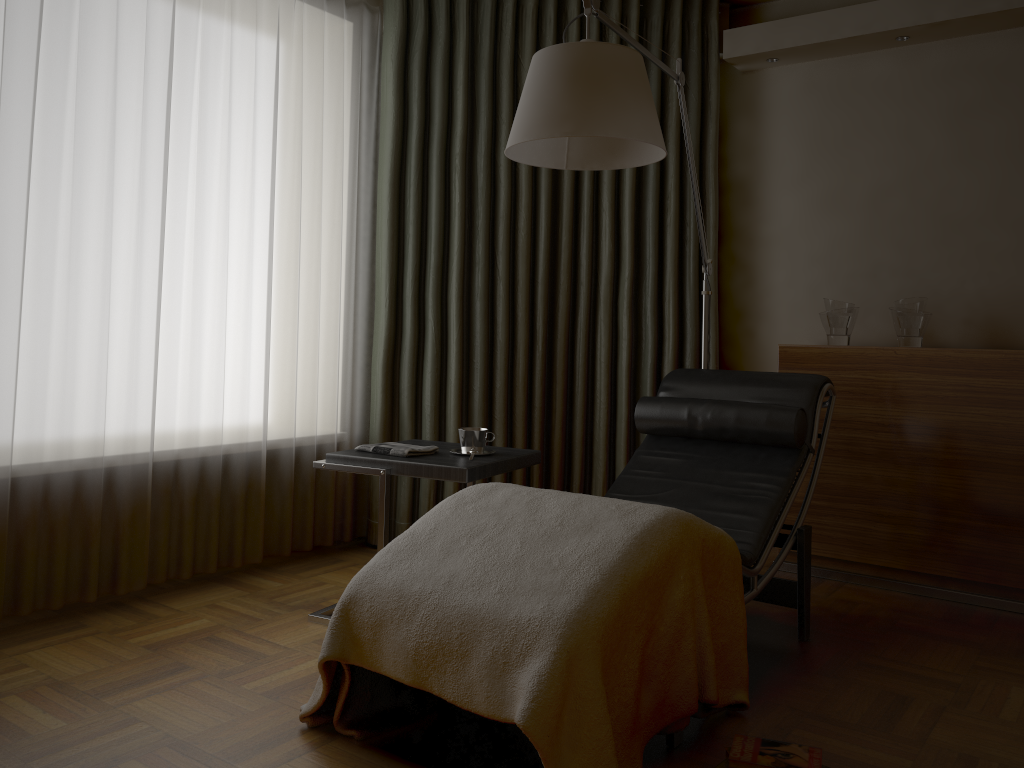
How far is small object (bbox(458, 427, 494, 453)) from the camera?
2.8m

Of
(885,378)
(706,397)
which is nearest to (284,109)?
(706,397)

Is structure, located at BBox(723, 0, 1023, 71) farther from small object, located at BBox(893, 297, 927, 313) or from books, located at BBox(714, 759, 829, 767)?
books, located at BBox(714, 759, 829, 767)

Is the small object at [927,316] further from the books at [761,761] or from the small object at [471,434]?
the books at [761,761]

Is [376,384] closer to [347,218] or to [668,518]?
[347,218]

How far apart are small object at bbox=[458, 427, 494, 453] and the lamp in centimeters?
85cm

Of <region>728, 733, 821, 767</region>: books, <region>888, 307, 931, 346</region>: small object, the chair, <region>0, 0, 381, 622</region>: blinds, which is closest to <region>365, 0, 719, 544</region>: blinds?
<region>0, 0, 381, 622</region>: blinds

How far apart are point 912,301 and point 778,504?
1.2m

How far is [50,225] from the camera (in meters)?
2.65

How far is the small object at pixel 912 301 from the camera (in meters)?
3.34
